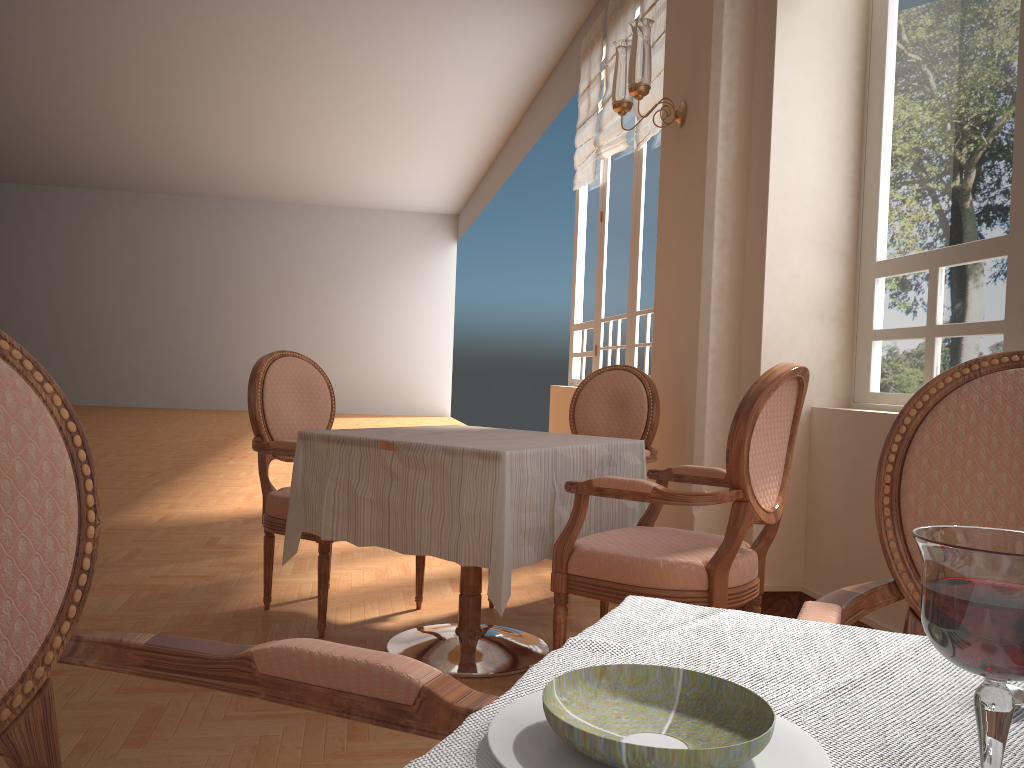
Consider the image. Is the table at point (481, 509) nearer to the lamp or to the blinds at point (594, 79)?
the lamp

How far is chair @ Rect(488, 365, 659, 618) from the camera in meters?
3.4

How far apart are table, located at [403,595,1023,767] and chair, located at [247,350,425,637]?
2.2m

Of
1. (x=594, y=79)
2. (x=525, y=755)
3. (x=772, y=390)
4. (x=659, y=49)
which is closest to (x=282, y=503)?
(x=772, y=390)

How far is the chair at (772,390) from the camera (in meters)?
2.13

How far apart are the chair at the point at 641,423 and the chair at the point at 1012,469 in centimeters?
189cm

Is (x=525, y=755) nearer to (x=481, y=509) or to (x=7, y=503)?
(x=7, y=503)

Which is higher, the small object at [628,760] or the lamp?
the lamp

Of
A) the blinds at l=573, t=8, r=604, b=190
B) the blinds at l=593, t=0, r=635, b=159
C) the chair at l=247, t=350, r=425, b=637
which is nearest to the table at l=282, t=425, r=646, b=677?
the chair at l=247, t=350, r=425, b=637

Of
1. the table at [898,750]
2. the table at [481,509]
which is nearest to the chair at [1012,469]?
the table at [898,750]
